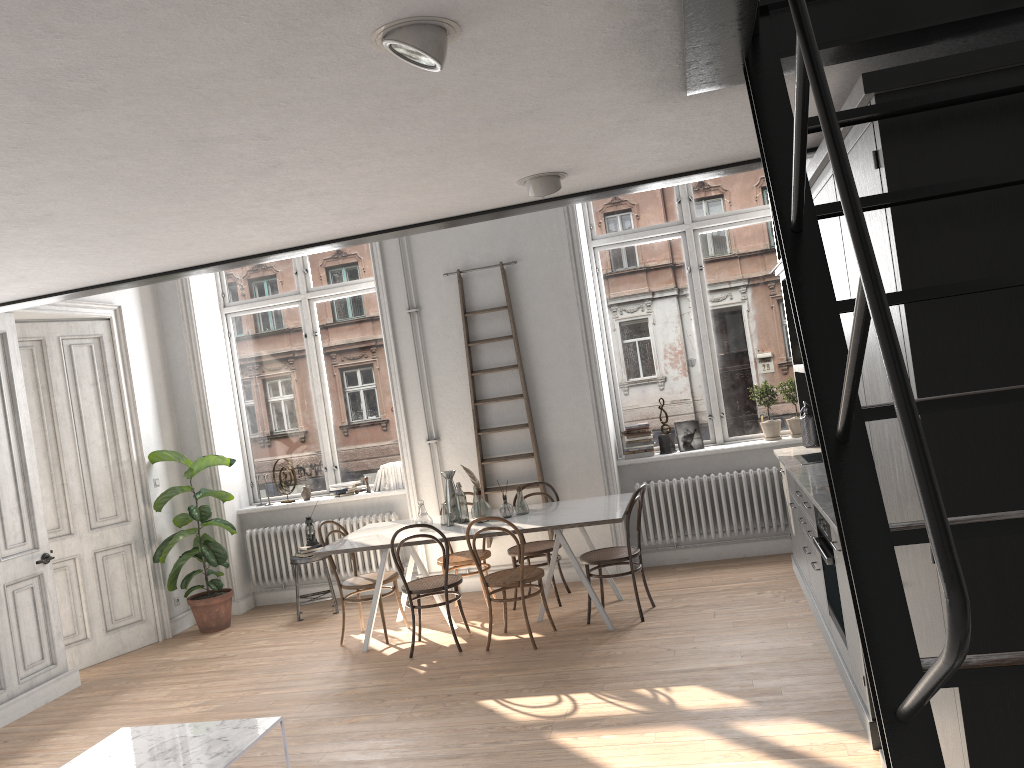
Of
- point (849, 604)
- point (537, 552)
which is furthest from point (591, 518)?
point (849, 604)

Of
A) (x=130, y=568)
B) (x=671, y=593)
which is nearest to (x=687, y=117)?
A: (x=671, y=593)

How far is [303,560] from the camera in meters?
7.7

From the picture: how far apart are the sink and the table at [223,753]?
3.7m

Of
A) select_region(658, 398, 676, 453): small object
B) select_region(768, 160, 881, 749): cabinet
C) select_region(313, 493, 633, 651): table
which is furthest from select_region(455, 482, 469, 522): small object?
select_region(768, 160, 881, 749): cabinet

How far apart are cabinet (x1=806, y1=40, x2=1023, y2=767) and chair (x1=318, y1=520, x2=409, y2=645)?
4.45m

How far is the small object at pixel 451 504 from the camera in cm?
672

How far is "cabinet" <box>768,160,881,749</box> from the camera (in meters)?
3.94

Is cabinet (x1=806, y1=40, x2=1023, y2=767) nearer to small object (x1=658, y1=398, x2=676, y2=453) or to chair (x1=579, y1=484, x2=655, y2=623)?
chair (x1=579, y1=484, x2=655, y2=623)

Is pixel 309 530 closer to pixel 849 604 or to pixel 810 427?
pixel 810 427
